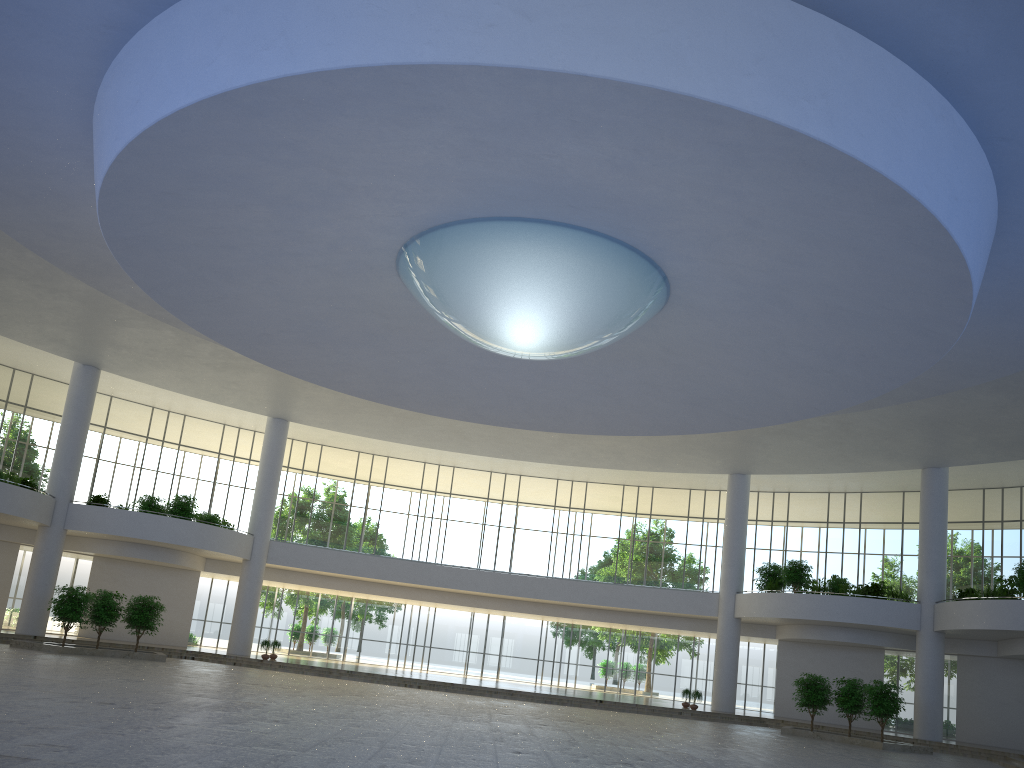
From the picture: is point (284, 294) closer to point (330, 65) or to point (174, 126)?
point (174, 126)

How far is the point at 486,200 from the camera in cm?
3319

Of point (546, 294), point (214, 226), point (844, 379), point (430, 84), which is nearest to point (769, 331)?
point (844, 379)
